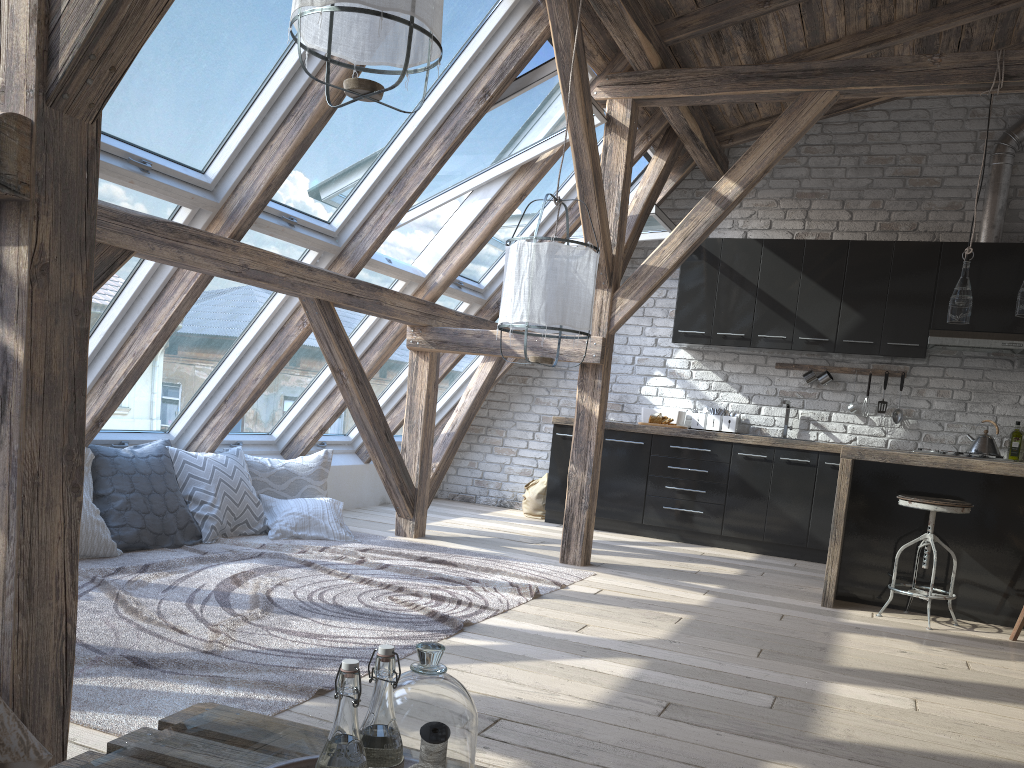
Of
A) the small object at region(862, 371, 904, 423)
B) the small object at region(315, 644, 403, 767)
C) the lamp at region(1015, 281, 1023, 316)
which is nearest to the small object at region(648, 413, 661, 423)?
the small object at region(862, 371, 904, 423)

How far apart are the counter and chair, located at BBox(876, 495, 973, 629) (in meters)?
0.18

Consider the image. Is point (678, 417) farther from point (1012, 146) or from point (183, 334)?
point (183, 334)

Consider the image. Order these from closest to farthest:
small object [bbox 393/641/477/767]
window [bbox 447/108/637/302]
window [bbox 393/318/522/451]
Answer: small object [bbox 393/641/477/767] → window [bbox 447/108/637/302] → window [bbox 393/318/522/451]

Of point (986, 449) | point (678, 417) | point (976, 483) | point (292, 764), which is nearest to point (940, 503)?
point (976, 483)

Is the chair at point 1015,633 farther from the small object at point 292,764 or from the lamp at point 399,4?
the small object at point 292,764

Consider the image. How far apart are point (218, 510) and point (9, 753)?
3.2 meters

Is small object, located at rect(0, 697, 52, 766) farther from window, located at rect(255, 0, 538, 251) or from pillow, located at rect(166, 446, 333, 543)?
pillow, located at rect(166, 446, 333, 543)

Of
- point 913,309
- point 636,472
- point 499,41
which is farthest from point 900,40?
point 636,472

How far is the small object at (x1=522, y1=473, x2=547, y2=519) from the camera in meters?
7.1 m
